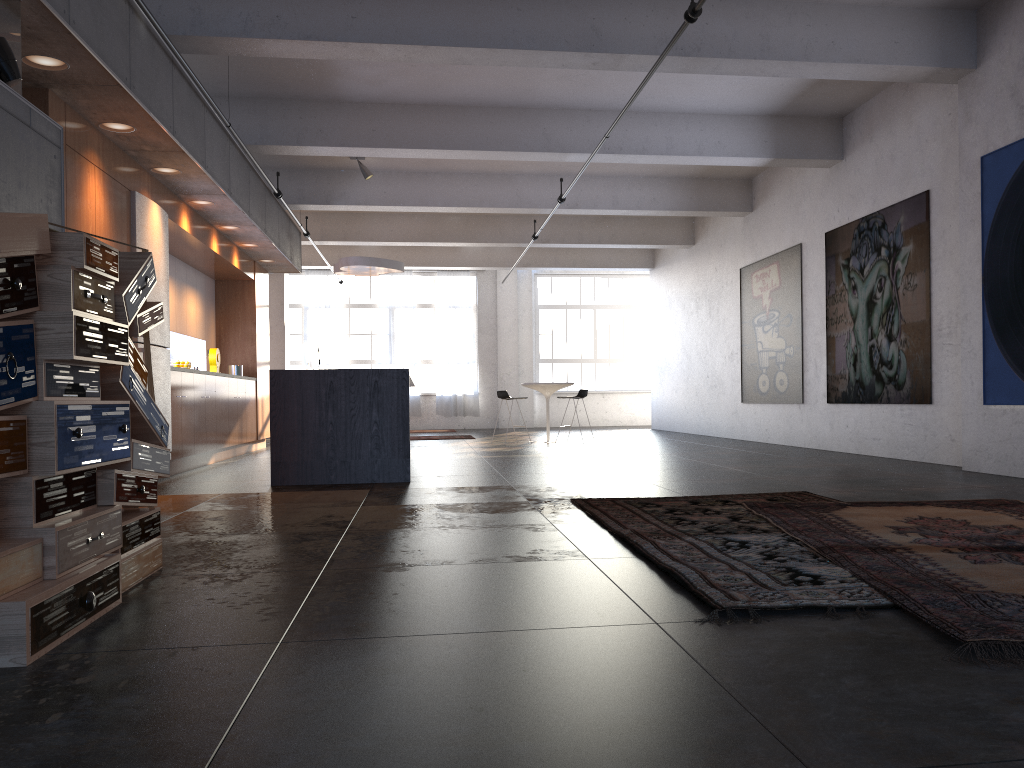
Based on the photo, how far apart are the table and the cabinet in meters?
4.1

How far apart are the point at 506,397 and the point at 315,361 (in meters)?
6.42

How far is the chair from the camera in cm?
1362

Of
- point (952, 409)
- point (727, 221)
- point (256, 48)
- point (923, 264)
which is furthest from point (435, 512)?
point (727, 221)

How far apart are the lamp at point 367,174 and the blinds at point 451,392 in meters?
9.4

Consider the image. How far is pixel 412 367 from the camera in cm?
2107

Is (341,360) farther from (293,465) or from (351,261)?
(293,465)

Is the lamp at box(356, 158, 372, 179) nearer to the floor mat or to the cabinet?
the cabinet

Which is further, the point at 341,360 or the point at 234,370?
the point at 341,360

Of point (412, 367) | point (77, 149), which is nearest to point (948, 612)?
point (77, 149)
